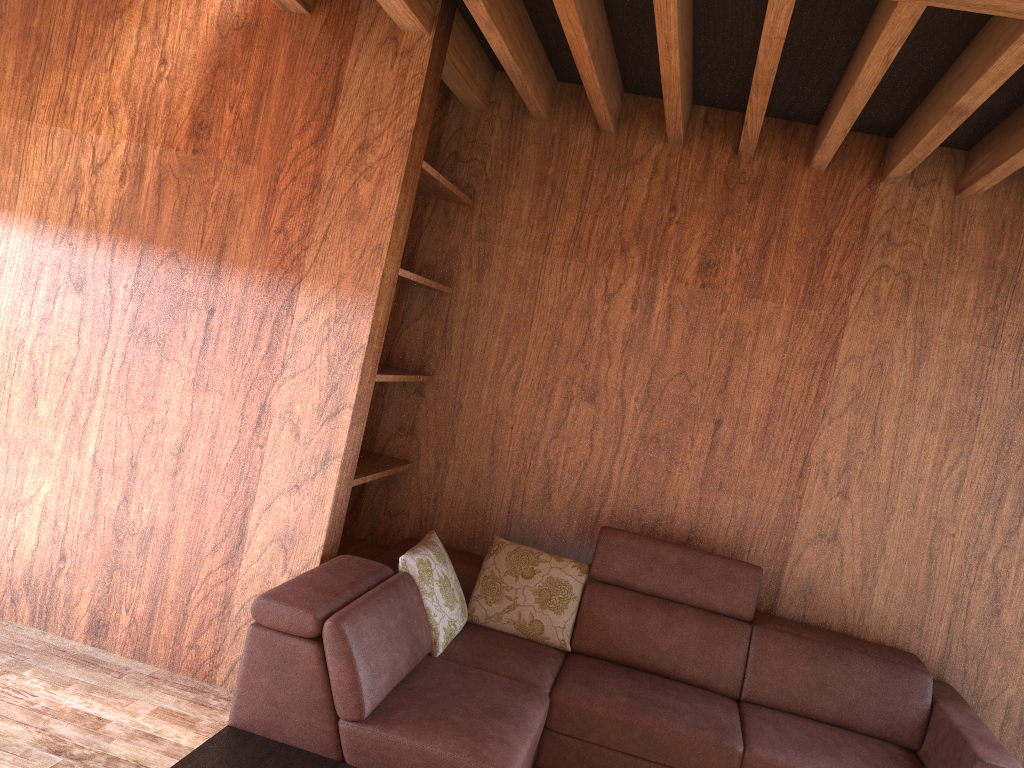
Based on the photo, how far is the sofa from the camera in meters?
2.4

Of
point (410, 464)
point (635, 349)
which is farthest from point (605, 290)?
point (410, 464)

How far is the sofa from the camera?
2.38m

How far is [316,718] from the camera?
2.4 meters

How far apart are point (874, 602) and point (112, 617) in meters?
2.8
